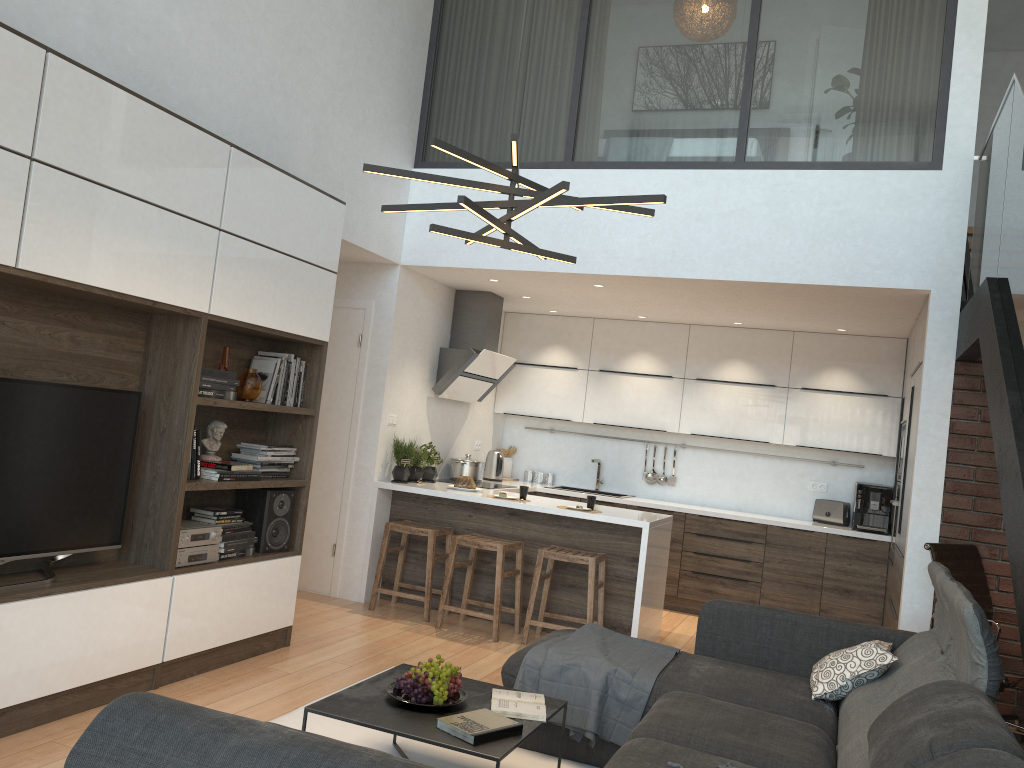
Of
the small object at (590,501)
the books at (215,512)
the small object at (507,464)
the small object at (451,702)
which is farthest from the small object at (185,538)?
the small object at (507,464)

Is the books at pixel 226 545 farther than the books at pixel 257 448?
No

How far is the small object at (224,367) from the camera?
4.51m

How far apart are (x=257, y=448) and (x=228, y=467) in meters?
0.3 m

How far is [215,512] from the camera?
4.4m

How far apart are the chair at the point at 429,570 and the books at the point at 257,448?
1.30m

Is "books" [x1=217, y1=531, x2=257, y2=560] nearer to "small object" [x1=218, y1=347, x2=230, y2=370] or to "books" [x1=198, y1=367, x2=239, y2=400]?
"books" [x1=198, y1=367, x2=239, y2=400]

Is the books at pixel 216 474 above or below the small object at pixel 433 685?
above

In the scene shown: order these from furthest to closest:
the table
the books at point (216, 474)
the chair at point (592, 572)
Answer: the chair at point (592, 572)
the books at point (216, 474)
the table

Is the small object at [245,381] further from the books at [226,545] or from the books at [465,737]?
the books at [465,737]
